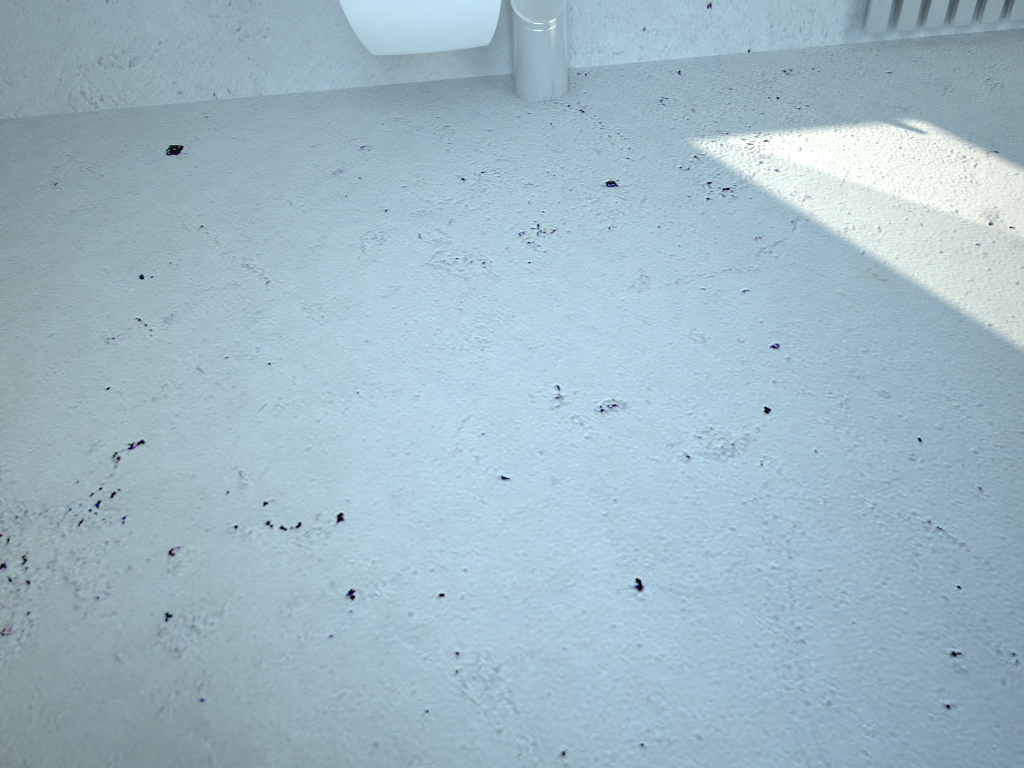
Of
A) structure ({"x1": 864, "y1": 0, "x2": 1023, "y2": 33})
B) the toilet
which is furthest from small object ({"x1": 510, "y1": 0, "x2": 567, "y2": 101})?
structure ({"x1": 864, "y1": 0, "x2": 1023, "y2": 33})

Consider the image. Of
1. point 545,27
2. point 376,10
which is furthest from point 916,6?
point 376,10

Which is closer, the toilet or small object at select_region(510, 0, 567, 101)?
the toilet

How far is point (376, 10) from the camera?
1.5 meters

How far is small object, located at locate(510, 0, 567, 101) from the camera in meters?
1.8 m

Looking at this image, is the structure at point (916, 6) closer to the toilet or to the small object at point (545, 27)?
the small object at point (545, 27)

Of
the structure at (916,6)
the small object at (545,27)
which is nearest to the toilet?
the small object at (545,27)

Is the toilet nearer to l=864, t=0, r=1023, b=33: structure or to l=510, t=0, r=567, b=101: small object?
l=510, t=0, r=567, b=101: small object

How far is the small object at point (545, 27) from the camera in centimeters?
183cm

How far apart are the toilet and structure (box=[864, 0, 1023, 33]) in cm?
91
